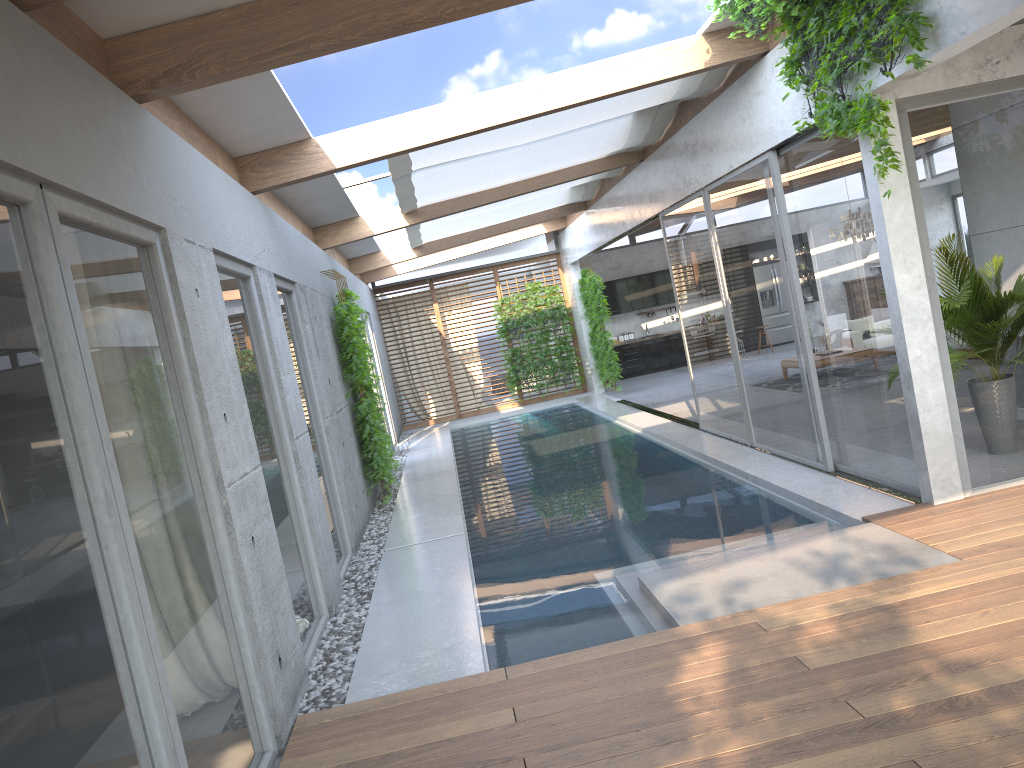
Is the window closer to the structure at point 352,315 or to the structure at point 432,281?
the structure at point 432,281

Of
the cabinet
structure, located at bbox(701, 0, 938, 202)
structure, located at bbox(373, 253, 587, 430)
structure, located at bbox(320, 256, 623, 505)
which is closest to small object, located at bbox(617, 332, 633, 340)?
the cabinet

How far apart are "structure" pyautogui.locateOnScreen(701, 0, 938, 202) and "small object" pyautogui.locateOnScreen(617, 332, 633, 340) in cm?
1457

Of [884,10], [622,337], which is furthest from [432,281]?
[884,10]

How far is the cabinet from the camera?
20.48m

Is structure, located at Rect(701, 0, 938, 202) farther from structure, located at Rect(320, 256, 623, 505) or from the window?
structure, located at Rect(320, 256, 623, 505)

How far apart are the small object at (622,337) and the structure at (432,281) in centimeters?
238cm

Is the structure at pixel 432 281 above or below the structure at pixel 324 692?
above

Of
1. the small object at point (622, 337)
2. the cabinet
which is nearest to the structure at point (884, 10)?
the cabinet

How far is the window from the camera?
2.5m
